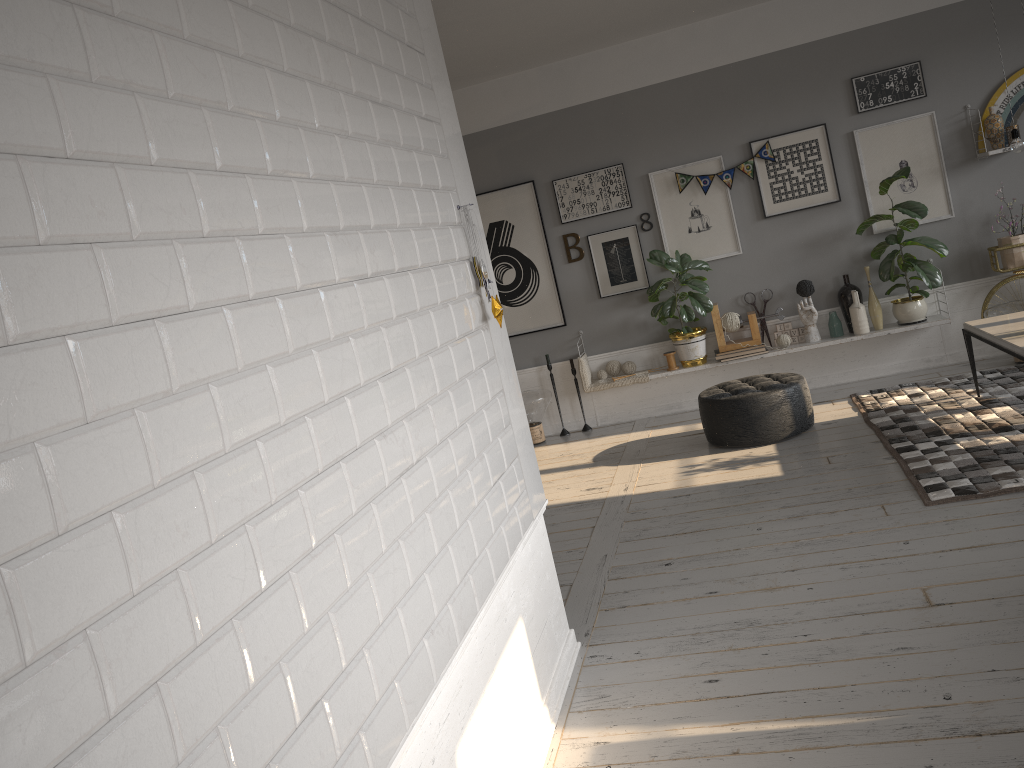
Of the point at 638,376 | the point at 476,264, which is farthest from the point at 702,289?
the point at 476,264

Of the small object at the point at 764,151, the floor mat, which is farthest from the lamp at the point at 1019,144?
the small object at the point at 764,151

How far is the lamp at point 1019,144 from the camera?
4.69m

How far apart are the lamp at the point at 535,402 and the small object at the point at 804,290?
2.1m

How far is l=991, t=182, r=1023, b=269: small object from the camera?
6.3 meters

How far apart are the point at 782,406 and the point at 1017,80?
3.05m

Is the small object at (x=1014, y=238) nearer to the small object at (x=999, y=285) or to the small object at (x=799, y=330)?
the small object at (x=999, y=285)

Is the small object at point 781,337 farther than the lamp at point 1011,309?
Yes

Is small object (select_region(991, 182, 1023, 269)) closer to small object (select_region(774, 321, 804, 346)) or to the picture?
the picture

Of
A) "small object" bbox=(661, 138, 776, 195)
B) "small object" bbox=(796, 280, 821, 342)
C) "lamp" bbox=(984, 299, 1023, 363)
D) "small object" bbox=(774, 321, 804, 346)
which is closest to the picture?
"small object" bbox=(661, 138, 776, 195)
